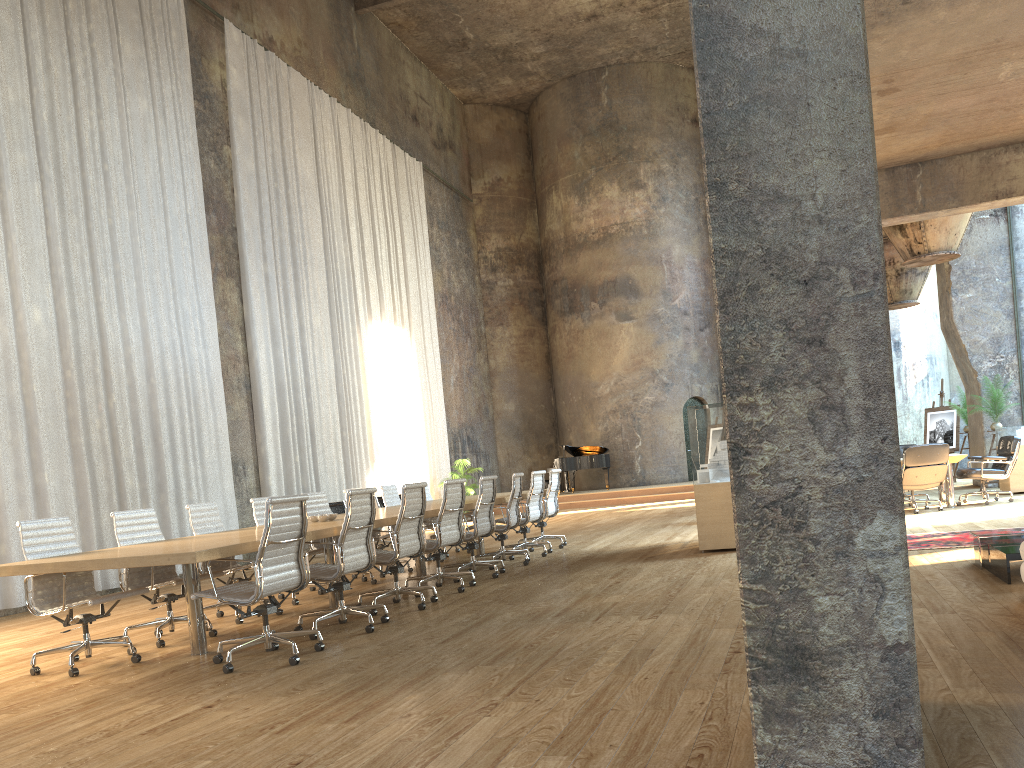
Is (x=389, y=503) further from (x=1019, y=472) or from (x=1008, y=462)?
(x=1019, y=472)

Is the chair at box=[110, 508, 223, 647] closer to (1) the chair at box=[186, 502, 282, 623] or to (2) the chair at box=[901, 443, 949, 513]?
(1) the chair at box=[186, 502, 282, 623]

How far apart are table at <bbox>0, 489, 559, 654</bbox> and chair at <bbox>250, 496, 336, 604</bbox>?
0.75m

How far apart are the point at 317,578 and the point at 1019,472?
11.2 meters

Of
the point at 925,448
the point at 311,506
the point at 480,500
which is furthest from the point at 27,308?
the point at 925,448

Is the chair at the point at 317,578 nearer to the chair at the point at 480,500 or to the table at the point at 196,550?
the table at the point at 196,550

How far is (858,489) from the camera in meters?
2.4 m

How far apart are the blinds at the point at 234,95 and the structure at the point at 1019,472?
10.97m

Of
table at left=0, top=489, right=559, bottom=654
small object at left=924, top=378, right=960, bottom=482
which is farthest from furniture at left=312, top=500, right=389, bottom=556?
small object at left=924, top=378, right=960, bottom=482

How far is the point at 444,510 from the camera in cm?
778
